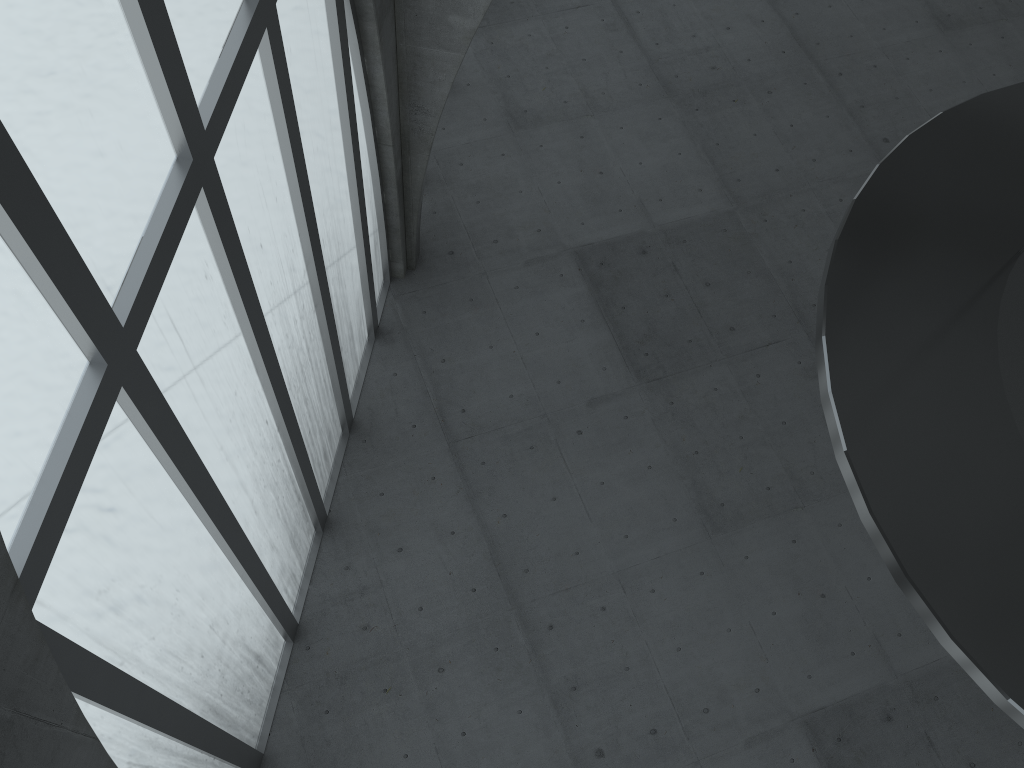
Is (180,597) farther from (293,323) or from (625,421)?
(625,421)
